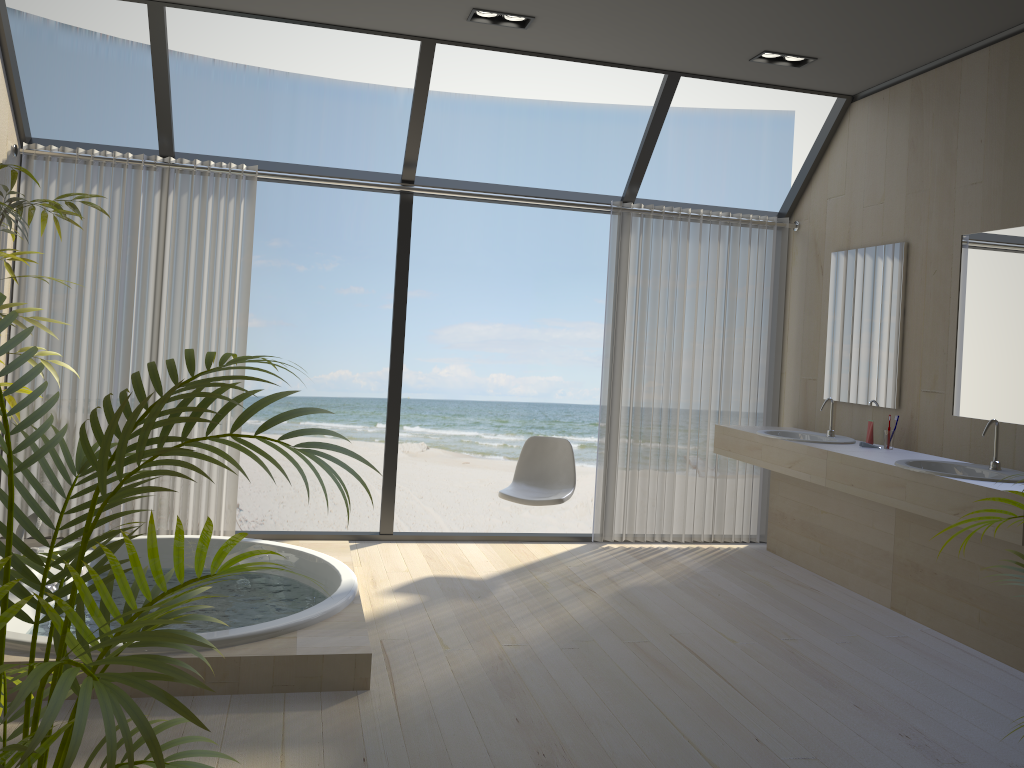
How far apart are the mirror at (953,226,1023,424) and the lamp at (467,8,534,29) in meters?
2.3

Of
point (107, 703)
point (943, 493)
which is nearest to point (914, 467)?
point (943, 493)

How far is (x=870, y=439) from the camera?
4.6m

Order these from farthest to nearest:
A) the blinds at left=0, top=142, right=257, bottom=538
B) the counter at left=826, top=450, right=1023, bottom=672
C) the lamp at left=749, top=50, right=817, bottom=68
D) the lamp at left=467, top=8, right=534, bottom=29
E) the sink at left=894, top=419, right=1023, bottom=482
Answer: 1. the blinds at left=0, top=142, right=257, bottom=538
2. the lamp at left=749, top=50, right=817, bottom=68
3. the lamp at left=467, top=8, right=534, bottom=29
4. the sink at left=894, top=419, right=1023, bottom=482
5. the counter at left=826, top=450, right=1023, bottom=672

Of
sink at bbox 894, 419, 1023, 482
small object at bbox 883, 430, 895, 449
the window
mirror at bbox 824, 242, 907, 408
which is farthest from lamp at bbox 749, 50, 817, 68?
sink at bbox 894, 419, 1023, 482

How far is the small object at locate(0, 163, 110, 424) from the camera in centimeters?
252cm

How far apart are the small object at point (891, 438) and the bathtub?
2.8 meters

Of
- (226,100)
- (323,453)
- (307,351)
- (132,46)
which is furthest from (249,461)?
(323,453)

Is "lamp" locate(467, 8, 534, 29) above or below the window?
above

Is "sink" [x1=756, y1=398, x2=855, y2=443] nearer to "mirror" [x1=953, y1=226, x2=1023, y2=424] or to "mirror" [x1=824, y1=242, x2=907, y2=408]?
"mirror" [x1=824, y1=242, x2=907, y2=408]
